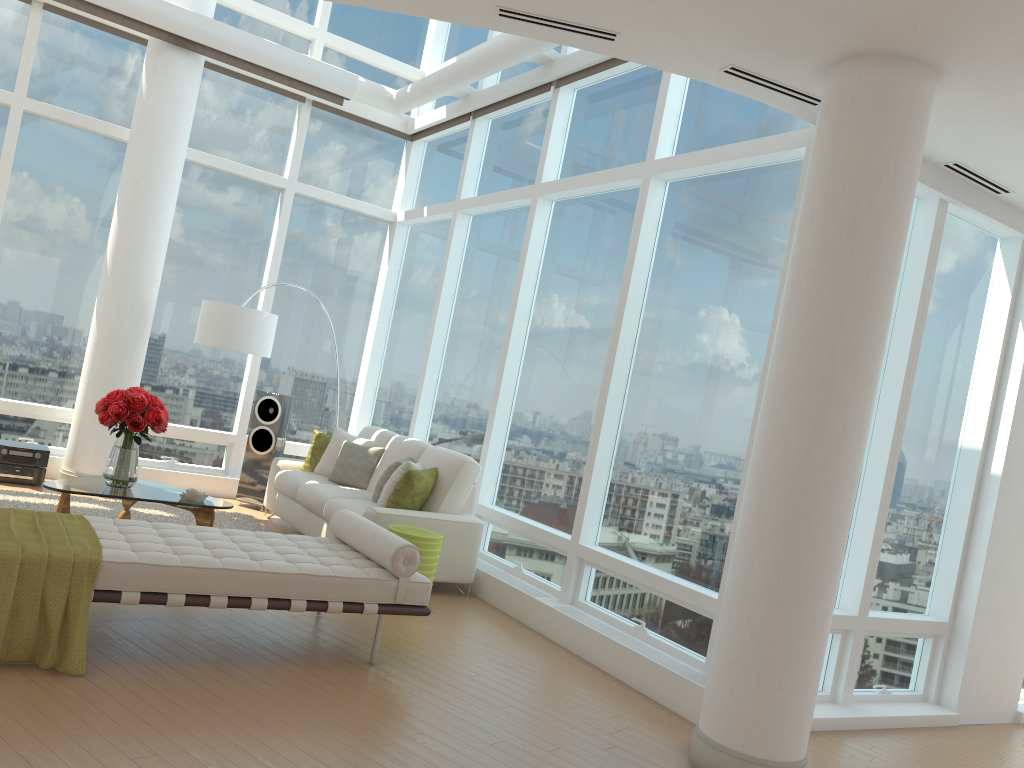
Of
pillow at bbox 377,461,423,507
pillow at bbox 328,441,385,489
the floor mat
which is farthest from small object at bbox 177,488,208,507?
pillow at bbox 328,441,385,489

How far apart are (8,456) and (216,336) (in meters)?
2.01

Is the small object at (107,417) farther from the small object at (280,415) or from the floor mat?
the small object at (280,415)

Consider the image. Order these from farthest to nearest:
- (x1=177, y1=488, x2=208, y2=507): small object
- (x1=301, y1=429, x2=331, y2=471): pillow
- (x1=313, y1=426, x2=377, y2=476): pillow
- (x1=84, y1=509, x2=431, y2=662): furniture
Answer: (x1=301, y1=429, x2=331, y2=471): pillow
(x1=313, y1=426, x2=377, y2=476): pillow
(x1=177, y1=488, x2=208, y2=507): small object
(x1=84, y1=509, x2=431, y2=662): furniture

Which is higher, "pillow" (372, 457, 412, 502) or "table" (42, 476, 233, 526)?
"pillow" (372, 457, 412, 502)

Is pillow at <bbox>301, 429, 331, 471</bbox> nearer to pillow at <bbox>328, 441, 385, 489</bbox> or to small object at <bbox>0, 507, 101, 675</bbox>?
pillow at <bbox>328, 441, 385, 489</bbox>

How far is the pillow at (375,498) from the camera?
7.0m

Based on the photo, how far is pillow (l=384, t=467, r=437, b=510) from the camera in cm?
656

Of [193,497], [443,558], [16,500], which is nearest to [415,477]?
[443,558]

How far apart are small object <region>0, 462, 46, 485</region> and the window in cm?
84
